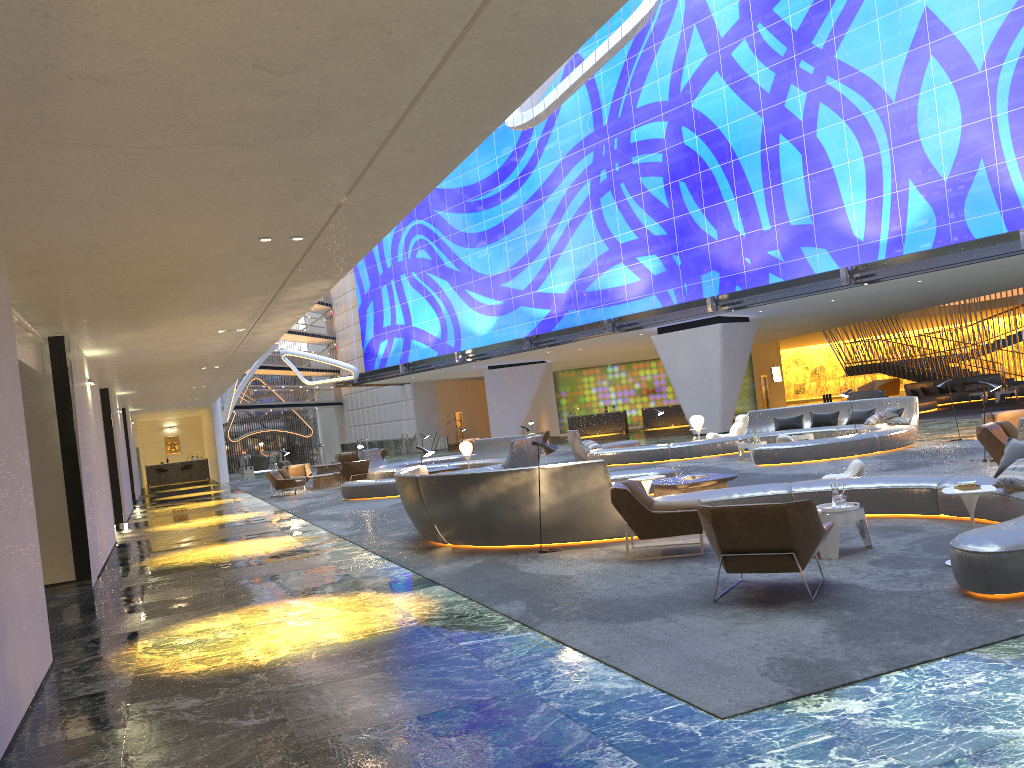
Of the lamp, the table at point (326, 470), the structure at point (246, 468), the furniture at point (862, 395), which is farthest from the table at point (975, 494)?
the structure at point (246, 468)

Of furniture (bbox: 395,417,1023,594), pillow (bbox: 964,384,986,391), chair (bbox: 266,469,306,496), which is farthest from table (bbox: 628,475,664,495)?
pillow (bbox: 964,384,986,391)

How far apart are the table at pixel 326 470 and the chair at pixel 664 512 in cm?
2711

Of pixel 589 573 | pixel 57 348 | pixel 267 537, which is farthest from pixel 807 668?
pixel 267 537

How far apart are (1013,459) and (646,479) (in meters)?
Result: 4.15

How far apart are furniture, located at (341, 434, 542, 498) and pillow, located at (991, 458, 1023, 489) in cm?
1352

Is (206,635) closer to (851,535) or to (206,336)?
Answer: (851,535)

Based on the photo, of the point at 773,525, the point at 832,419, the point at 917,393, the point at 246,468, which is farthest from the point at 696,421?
the point at 246,468

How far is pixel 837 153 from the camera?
27.6 meters

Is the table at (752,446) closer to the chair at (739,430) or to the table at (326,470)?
the chair at (739,430)
